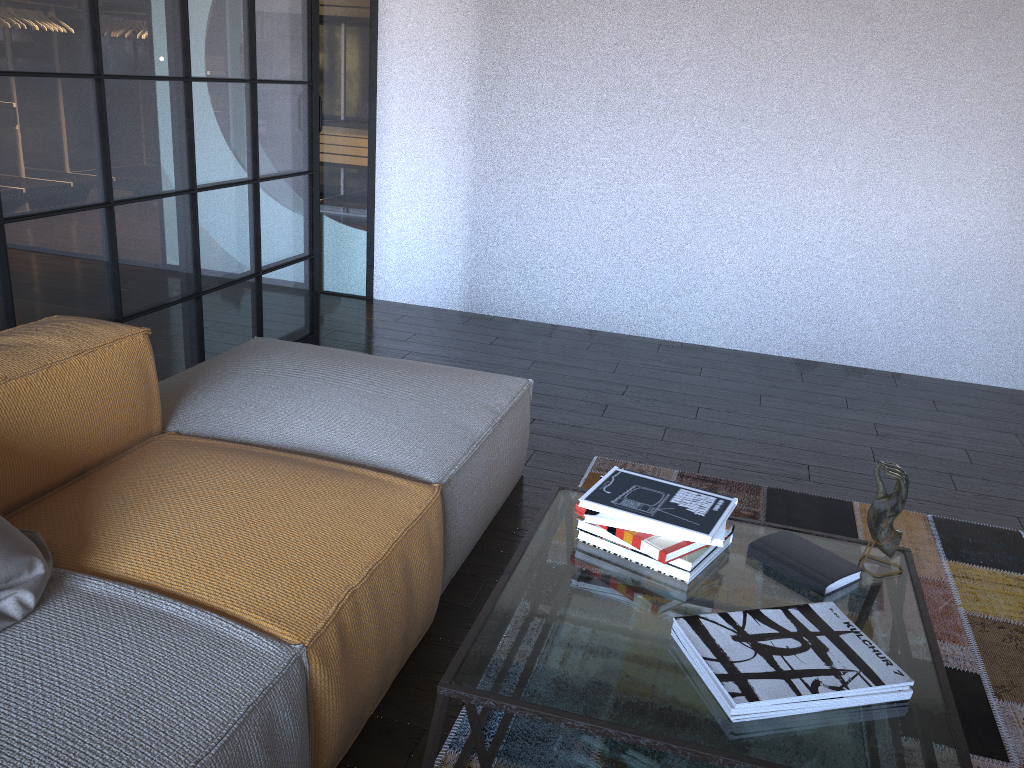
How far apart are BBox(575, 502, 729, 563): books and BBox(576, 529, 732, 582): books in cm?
4

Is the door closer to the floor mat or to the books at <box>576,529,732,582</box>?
the floor mat

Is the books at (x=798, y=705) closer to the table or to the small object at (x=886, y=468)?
the table

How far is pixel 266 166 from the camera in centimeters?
360cm

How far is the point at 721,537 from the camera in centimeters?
166cm

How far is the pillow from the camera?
1.4m

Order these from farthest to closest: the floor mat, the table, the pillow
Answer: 1. the floor mat
2. the pillow
3. the table

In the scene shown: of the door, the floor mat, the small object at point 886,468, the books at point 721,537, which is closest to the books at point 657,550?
the books at point 721,537

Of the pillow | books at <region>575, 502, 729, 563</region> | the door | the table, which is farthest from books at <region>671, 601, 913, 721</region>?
the door

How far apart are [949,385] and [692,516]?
3.2 meters
